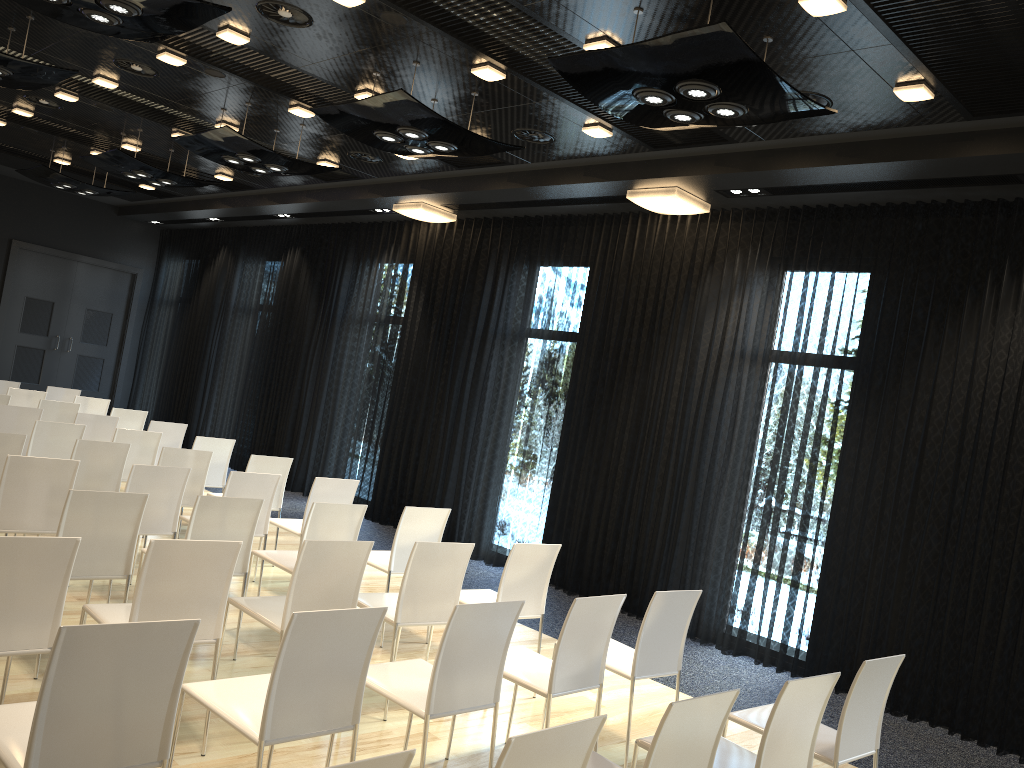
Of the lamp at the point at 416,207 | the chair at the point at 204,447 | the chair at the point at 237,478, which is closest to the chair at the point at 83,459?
the chair at the point at 237,478

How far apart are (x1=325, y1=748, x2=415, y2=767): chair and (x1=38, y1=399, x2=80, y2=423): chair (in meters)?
7.81

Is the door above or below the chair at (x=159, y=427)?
above

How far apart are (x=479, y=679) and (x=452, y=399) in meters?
6.0 m

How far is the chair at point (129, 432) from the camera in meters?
7.1

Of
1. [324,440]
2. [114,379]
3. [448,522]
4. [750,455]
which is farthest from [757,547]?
[114,379]

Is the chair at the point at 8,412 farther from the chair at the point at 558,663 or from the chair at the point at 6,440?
the chair at the point at 558,663

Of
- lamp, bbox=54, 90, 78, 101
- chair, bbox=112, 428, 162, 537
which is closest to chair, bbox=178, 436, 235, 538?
chair, bbox=112, 428, 162, 537

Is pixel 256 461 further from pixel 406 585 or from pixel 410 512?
pixel 406 585

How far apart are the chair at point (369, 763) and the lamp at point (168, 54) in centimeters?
595cm
